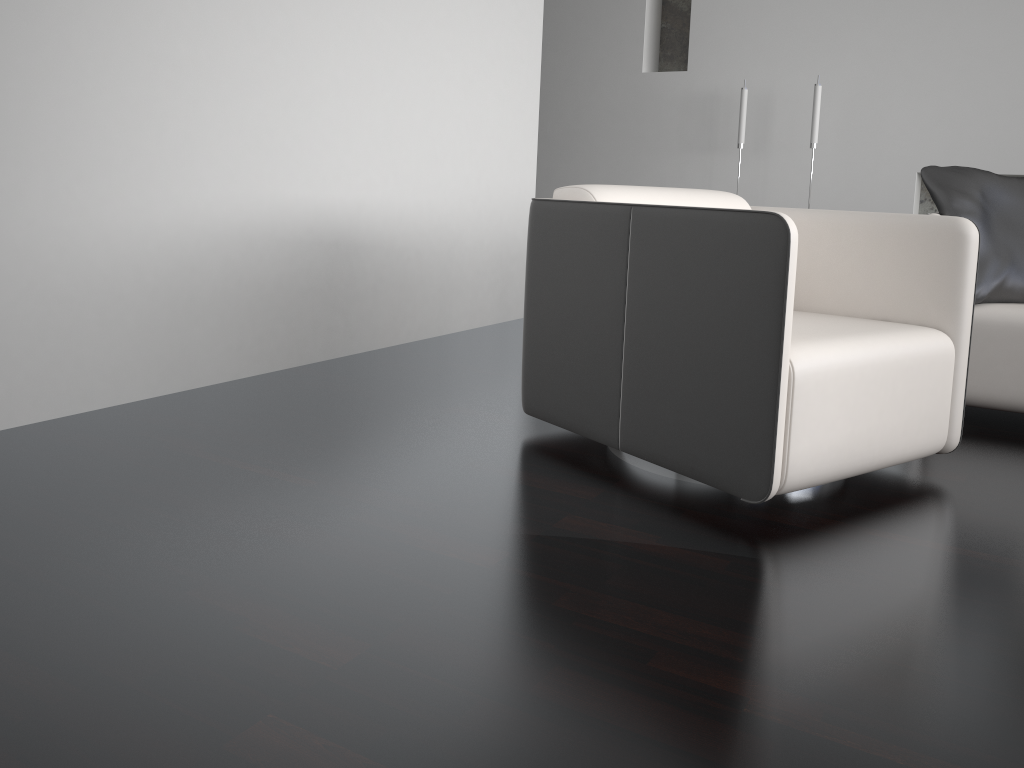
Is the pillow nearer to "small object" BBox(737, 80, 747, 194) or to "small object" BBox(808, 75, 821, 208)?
"small object" BBox(808, 75, 821, 208)

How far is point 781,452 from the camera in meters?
1.8 m

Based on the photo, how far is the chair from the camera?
1.84m

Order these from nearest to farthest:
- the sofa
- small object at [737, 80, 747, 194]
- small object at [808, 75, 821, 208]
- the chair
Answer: the chair < the sofa < small object at [808, 75, 821, 208] < small object at [737, 80, 747, 194]

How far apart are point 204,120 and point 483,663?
2.1m

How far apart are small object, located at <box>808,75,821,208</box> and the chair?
2.6 meters

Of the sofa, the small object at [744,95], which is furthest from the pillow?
the small object at [744,95]

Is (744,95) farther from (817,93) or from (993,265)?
(993,265)

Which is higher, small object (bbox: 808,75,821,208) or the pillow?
small object (bbox: 808,75,821,208)

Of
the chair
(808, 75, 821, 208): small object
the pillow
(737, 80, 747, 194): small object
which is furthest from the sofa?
(737, 80, 747, 194): small object
